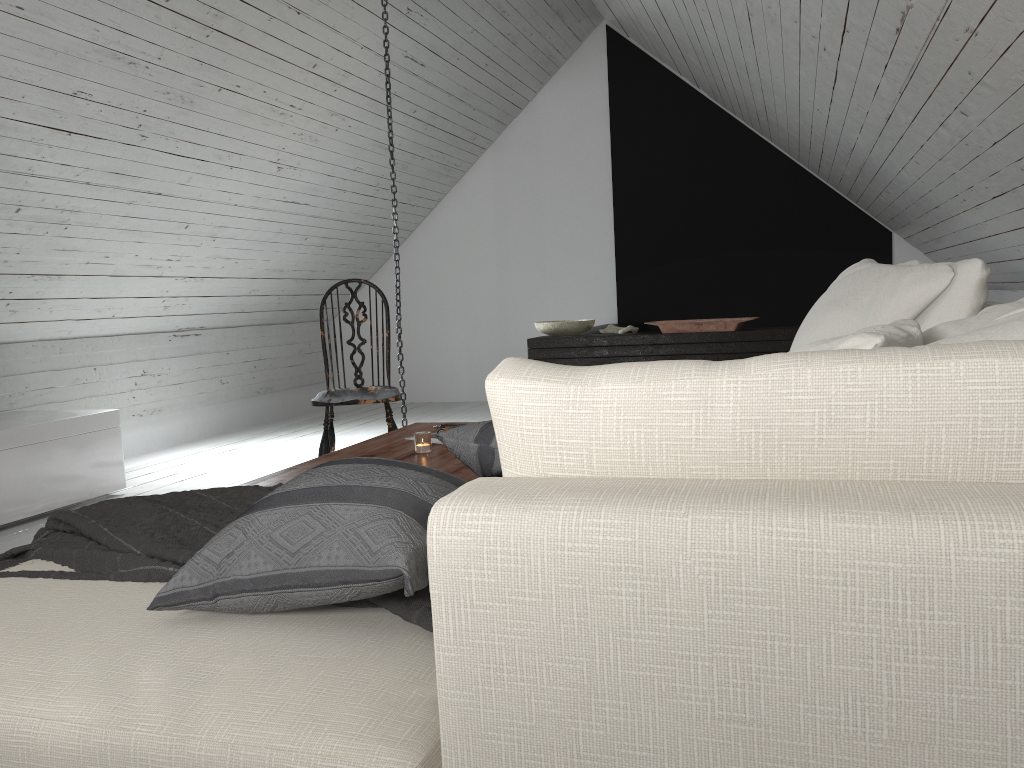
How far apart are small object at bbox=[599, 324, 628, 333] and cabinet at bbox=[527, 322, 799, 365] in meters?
0.1 m

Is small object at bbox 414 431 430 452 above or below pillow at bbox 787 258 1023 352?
below

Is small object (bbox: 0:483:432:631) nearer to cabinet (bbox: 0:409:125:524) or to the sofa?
the sofa

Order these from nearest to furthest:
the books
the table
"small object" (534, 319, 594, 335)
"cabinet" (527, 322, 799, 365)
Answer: the table < the books < "cabinet" (527, 322, 799, 365) < "small object" (534, 319, 594, 335)

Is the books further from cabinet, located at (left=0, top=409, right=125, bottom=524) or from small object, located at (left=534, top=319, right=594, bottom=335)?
small object, located at (left=534, top=319, right=594, bottom=335)

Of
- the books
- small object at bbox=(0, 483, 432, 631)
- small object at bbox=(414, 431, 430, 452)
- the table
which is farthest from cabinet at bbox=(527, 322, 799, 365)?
small object at bbox=(0, 483, 432, 631)

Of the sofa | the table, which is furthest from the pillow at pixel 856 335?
the table

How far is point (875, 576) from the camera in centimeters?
70cm

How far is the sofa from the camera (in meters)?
0.70

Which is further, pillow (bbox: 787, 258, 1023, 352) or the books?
the books
